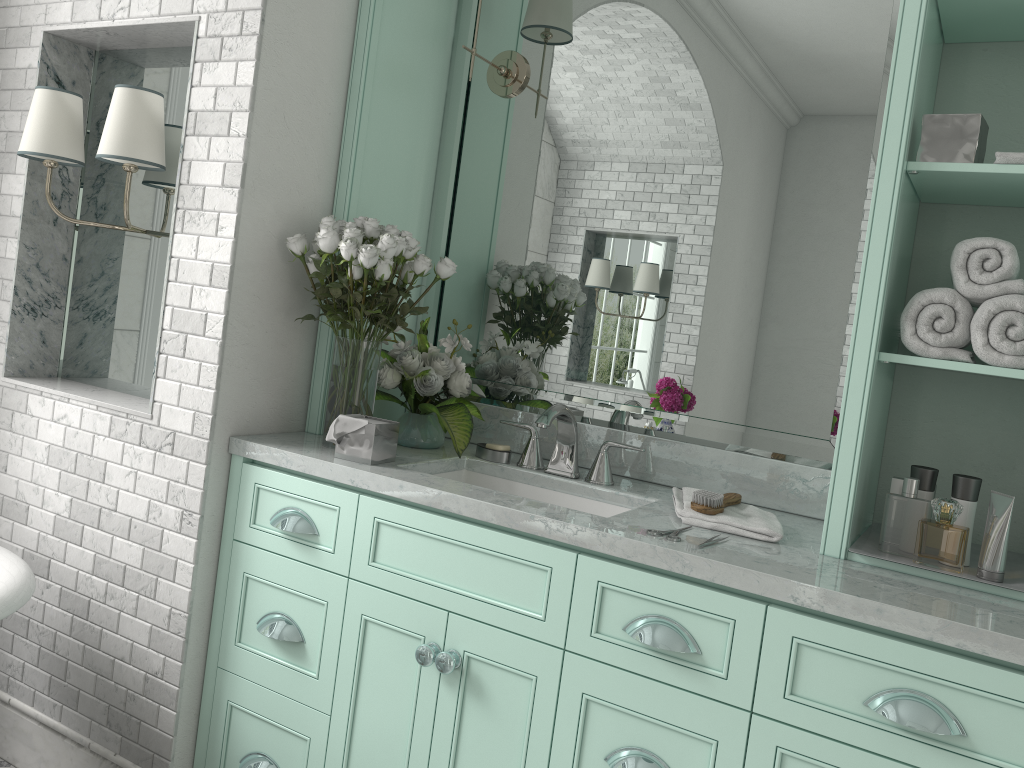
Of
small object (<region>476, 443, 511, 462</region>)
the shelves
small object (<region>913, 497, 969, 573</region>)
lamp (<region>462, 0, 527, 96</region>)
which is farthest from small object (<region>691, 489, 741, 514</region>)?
small object (<region>913, 497, 969, 573</region>)

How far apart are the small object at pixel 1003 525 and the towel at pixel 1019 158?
0.7 meters

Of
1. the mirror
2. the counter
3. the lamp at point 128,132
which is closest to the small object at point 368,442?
the counter

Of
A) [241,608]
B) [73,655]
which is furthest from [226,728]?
[73,655]

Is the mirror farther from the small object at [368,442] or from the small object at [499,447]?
the small object at [368,442]

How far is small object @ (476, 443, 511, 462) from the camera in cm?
257

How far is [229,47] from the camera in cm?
233

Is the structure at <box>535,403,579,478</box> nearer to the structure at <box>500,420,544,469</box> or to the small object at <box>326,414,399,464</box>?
the structure at <box>500,420,544,469</box>

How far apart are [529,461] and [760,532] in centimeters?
76cm

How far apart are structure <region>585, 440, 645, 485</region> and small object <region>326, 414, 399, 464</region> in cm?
54
